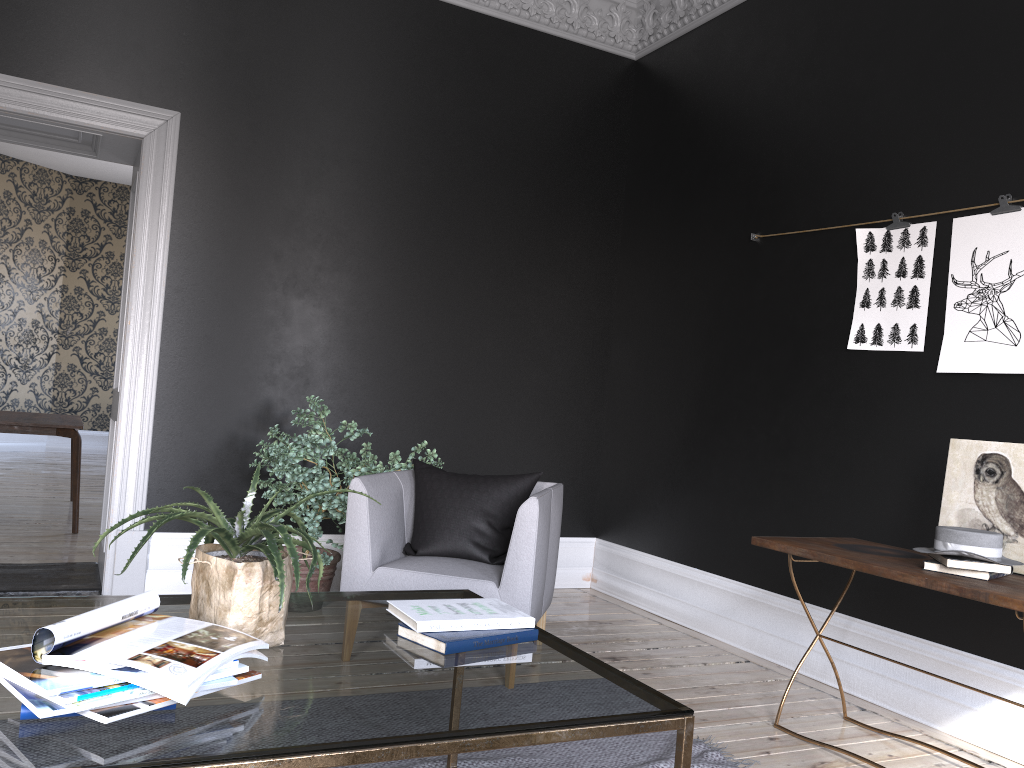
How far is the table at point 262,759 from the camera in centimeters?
135cm

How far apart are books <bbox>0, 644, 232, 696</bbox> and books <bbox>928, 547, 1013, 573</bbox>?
2.4 meters

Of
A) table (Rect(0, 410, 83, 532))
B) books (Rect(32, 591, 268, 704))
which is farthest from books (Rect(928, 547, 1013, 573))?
table (Rect(0, 410, 83, 532))

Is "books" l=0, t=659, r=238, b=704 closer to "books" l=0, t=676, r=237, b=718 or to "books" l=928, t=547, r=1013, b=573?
"books" l=0, t=676, r=237, b=718

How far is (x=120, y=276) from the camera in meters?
12.8

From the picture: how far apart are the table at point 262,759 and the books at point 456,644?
0.02m

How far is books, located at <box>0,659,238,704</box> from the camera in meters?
1.3

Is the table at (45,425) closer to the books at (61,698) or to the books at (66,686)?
the books at (66,686)

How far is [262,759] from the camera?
1.35m

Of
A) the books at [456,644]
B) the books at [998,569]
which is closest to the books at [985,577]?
the books at [998,569]
